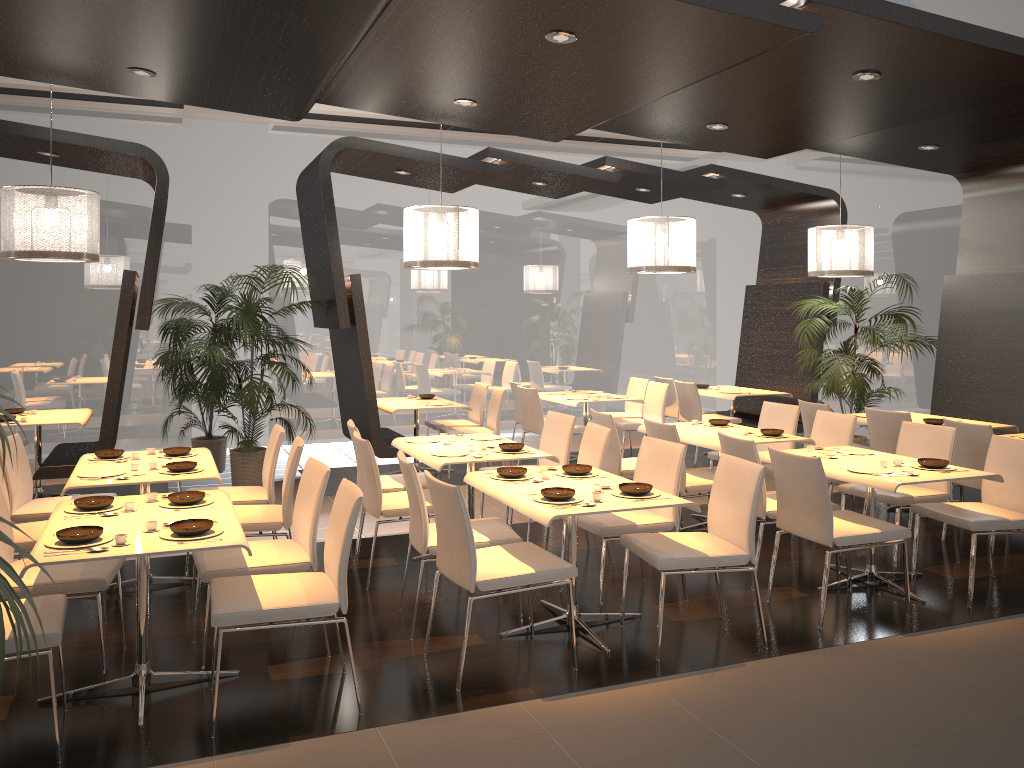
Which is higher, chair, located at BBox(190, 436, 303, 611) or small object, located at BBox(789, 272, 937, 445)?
small object, located at BBox(789, 272, 937, 445)

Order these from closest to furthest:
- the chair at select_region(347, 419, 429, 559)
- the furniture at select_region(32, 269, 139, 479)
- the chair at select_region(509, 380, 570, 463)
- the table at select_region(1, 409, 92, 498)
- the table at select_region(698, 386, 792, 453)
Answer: the chair at select_region(347, 419, 429, 559) < the furniture at select_region(32, 269, 139, 479) < the table at select_region(1, 409, 92, 498) < the chair at select_region(509, 380, 570, 463) < the table at select_region(698, 386, 792, 453)

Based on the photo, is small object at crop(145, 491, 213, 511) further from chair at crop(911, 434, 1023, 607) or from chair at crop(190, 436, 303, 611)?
chair at crop(911, 434, 1023, 607)

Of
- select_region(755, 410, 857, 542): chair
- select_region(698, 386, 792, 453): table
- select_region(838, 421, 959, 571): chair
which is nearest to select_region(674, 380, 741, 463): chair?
select_region(698, 386, 792, 453): table

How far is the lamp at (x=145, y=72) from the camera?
5.04m

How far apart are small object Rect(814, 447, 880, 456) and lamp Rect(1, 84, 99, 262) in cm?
525

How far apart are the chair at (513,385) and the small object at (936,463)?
5.0m

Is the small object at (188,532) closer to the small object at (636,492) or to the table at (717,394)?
the small object at (636,492)

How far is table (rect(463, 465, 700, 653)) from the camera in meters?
4.0

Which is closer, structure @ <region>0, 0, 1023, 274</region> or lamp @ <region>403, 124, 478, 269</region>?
structure @ <region>0, 0, 1023, 274</region>
